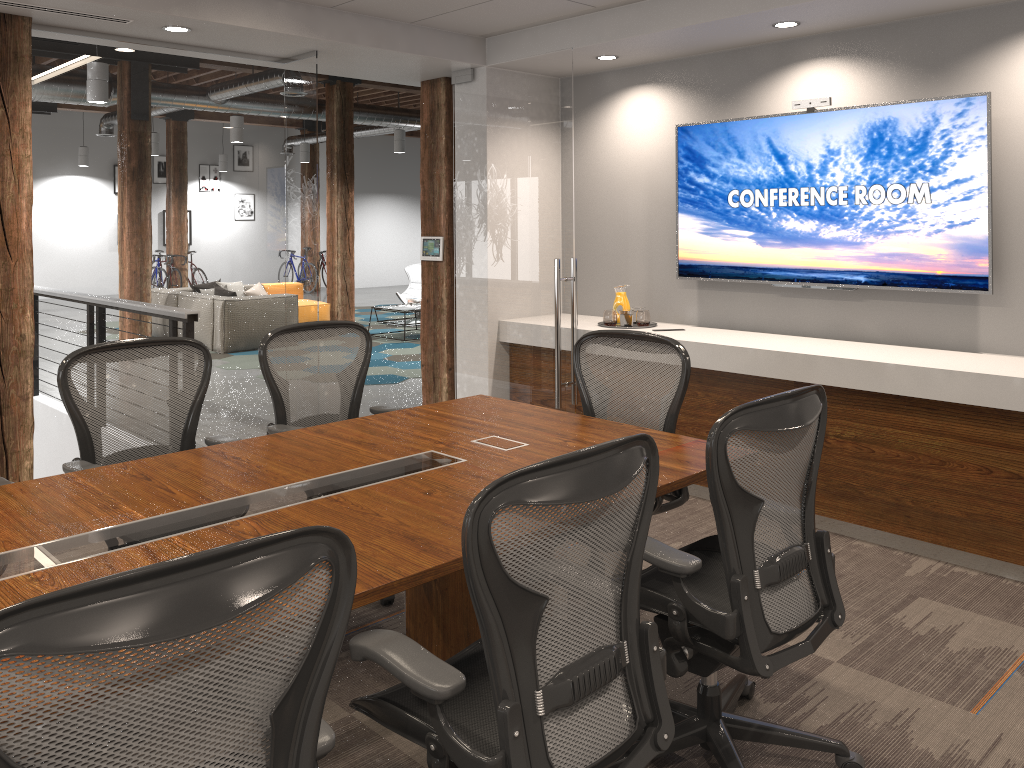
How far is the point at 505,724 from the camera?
1.70m

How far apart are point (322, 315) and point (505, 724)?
11.6 meters

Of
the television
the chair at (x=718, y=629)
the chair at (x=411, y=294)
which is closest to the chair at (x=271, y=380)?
the chair at (x=718, y=629)

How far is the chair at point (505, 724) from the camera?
1.7 meters

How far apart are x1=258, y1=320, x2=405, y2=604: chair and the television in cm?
238

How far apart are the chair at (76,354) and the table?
7.7m

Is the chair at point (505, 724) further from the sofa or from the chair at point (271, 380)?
the sofa

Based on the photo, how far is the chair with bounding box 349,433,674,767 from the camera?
1.7 meters

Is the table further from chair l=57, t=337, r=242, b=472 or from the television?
chair l=57, t=337, r=242, b=472

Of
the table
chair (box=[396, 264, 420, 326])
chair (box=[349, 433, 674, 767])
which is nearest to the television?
chair (box=[349, 433, 674, 767])
